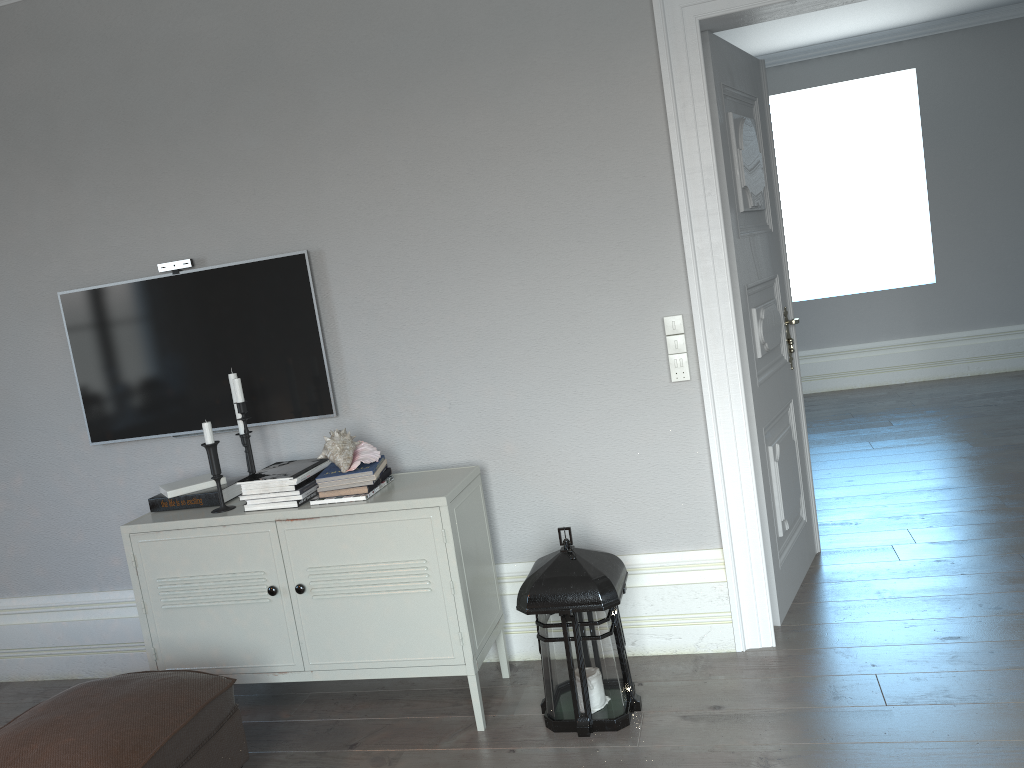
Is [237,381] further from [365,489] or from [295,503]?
[365,489]

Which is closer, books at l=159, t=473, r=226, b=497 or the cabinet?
the cabinet

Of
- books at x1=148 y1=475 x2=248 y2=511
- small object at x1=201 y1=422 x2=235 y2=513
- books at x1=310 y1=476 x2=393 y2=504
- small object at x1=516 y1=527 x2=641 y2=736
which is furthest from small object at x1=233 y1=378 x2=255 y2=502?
small object at x1=516 y1=527 x2=641 y2=736

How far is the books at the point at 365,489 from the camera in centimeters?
280cm

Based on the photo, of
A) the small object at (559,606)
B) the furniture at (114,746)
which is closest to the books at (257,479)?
the furniture at (114,746)

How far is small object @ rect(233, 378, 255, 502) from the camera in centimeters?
297cm

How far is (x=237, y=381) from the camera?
3.0m

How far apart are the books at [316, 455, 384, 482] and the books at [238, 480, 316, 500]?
0.07m

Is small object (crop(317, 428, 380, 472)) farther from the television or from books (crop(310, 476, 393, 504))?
the television

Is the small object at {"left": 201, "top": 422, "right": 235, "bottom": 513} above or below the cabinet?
above
